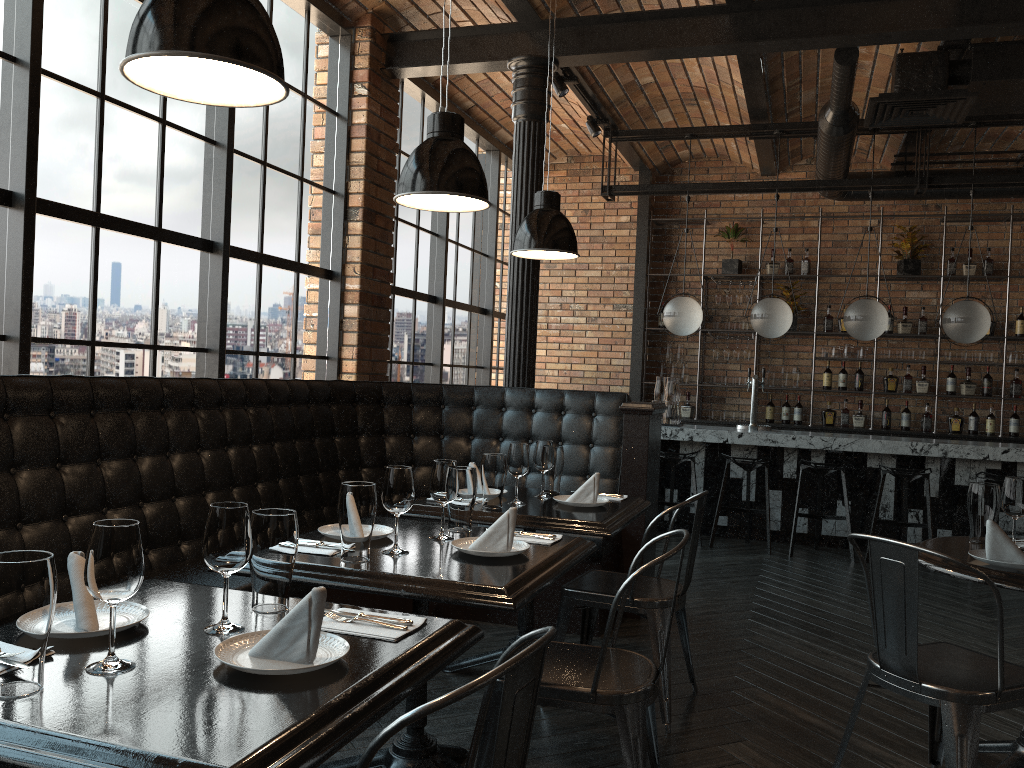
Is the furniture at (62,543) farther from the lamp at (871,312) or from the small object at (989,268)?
the small object at (989,268)

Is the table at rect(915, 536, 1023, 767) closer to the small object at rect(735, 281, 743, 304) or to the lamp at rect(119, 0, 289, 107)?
the lamp at rect(119, 0, 289, 107)

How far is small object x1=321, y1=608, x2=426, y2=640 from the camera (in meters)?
1.73

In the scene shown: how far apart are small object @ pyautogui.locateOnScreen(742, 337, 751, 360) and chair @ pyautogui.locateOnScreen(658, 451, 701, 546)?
2.3 meters

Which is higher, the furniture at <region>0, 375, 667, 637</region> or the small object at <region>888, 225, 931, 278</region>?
the small object at <region>888, 225, 931, 278</region>

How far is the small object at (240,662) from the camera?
1.5m

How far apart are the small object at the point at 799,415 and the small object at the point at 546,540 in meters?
Answer: 6.7

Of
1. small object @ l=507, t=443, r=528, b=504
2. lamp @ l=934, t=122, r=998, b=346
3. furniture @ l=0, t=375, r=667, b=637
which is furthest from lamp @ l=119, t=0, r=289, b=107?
lamp @ l=934, t=122, r=998, b=346

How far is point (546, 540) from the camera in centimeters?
278cm

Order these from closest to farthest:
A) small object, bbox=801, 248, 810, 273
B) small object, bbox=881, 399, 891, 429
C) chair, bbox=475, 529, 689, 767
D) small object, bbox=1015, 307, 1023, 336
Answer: chair, bbox=475, 529, 689, 767 → small object, bbox=1015, 307, 1023, 336 → small object, bbox=881, 399, 891, 429 → small object, bbox=801, 248, 810, 273
